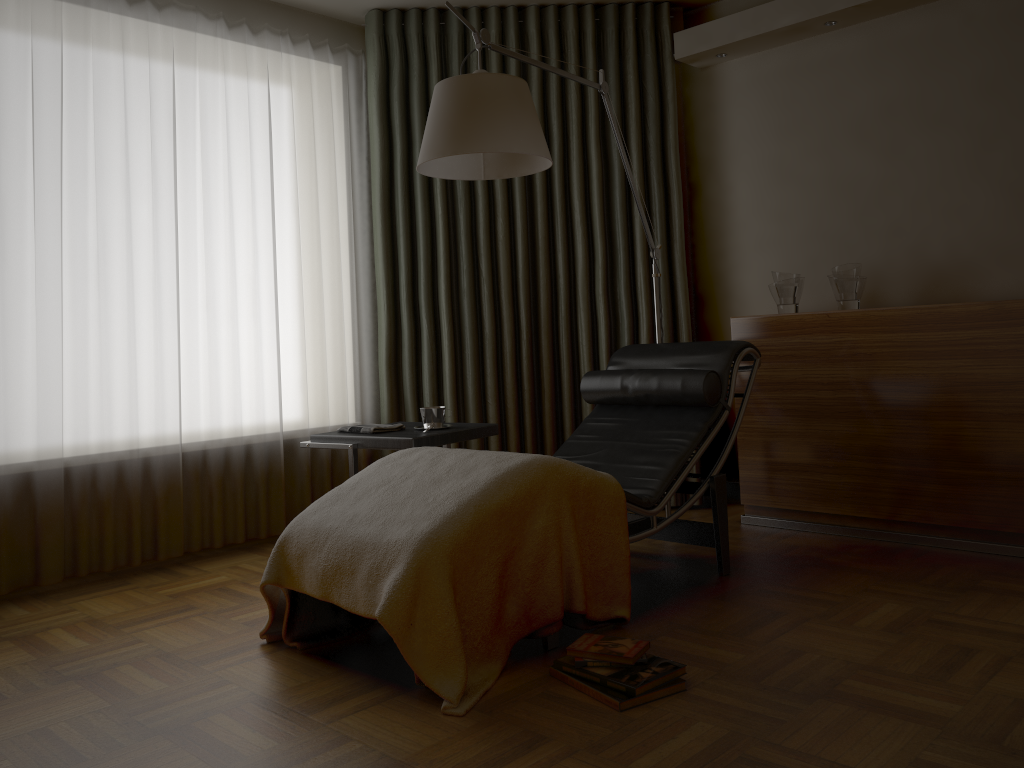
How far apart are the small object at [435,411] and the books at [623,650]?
1.2 meters

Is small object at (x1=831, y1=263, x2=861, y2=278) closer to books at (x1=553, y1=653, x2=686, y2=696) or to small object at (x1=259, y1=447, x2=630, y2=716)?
small object at (x1=259, y1=447, x2=630, y2=716)

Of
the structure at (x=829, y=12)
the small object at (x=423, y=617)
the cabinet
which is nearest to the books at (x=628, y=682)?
the small object at (x=423, y=617)

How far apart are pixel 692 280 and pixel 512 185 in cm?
103

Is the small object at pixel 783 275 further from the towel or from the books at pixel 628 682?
the books at pixel 628 682

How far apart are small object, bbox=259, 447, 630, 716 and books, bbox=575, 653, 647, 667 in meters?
0.2

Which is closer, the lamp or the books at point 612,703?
the books at point 612,703

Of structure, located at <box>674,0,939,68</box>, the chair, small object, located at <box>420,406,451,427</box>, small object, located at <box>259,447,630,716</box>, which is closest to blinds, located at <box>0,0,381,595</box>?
small object, located at <box>420,406,451,427</box>

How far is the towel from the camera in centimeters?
326cm

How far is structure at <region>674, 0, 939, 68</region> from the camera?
3.7m
